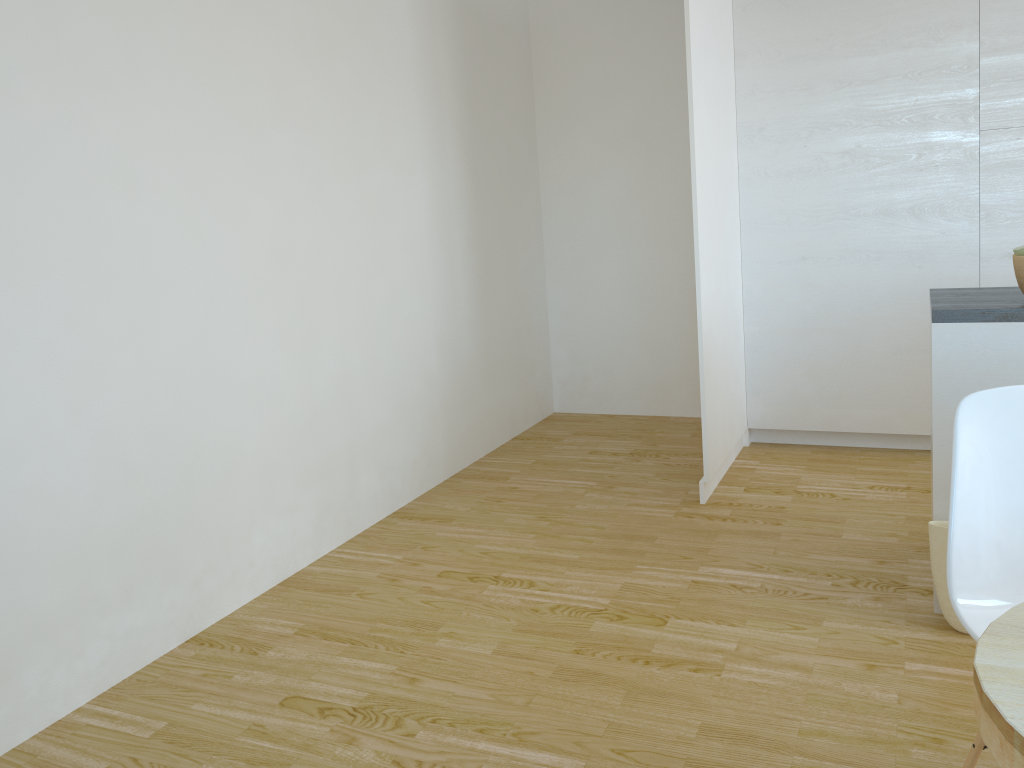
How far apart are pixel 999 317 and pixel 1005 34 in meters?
2.1

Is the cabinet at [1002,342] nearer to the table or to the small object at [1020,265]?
the small object at [1020,265]

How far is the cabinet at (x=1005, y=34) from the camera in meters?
3.9

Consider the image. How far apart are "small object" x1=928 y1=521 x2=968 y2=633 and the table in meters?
1.5

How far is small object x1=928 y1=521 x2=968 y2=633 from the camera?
2.6m

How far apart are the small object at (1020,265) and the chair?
0.99m

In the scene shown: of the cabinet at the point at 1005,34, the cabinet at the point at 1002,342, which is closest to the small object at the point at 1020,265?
the cabinet at the point at 1002,342

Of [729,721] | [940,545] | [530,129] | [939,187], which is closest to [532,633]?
[729,721]

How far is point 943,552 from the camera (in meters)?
2.63

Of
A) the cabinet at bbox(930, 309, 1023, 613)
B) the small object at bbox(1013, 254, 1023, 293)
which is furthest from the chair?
the small object at bbox(1013, 254, 1023, 293)
